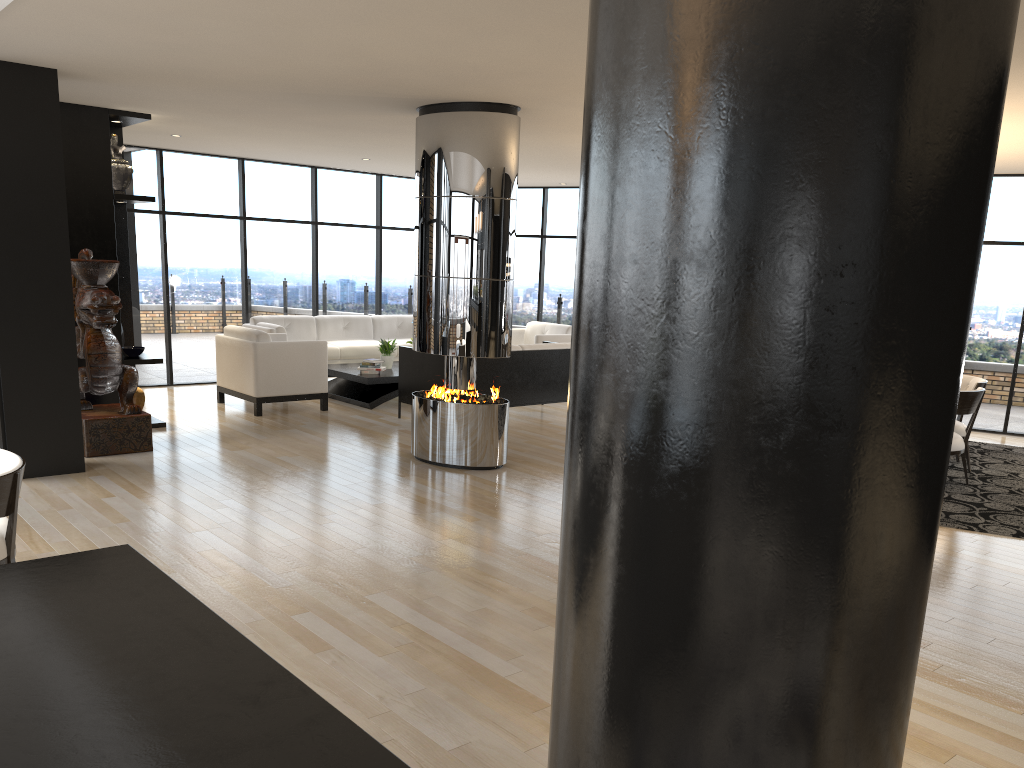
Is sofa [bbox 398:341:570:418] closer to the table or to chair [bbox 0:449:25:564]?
the table

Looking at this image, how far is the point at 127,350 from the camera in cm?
811

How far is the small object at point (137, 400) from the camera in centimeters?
827cm

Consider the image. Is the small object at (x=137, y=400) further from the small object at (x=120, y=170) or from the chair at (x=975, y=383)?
the chair at (x=975, y=383)

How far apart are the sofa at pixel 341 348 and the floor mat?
6.8m

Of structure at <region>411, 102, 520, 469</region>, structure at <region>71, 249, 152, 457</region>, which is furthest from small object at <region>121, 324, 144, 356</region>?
structure at <region>411, 102, 520, 469</region>

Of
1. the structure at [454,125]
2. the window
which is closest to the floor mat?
the window

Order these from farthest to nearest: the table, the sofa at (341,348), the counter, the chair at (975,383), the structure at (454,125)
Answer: the sofa at (341,348)
the table
the chair at (975,383)
the structure at (454,125)
the counter

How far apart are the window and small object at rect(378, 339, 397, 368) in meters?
2.0 m

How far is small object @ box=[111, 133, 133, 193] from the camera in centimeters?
794cm
